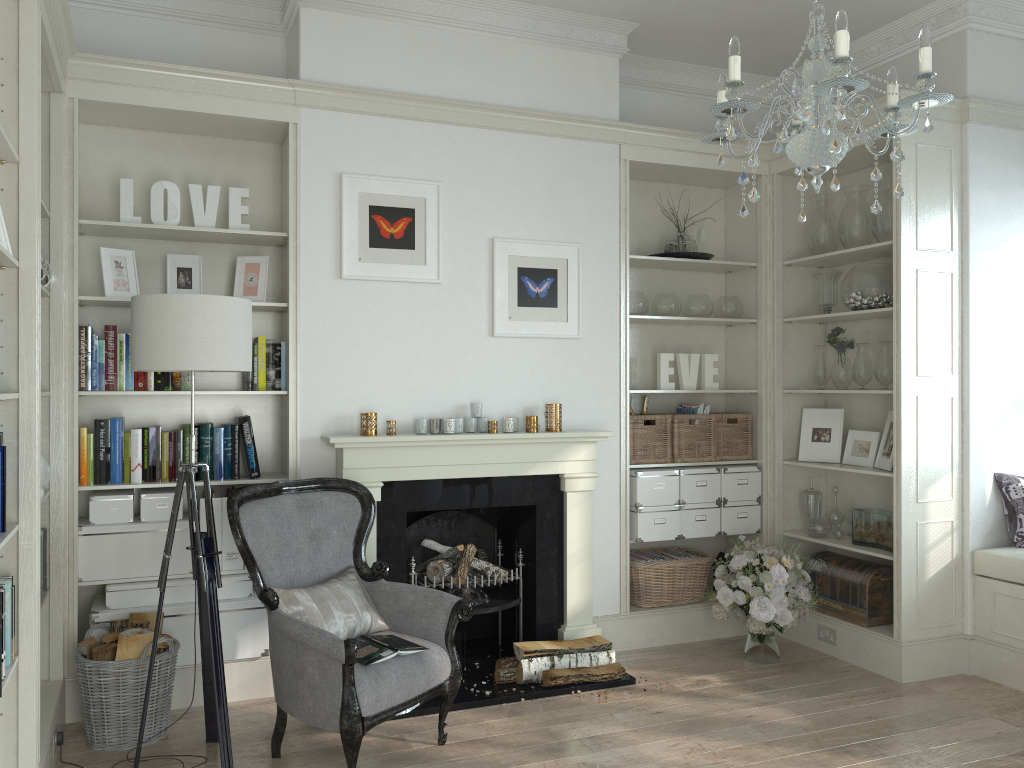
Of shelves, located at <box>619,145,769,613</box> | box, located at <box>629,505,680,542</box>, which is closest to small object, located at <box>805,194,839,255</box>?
shelves, located at <box>619,145,769,613</box>

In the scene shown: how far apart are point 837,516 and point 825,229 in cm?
161

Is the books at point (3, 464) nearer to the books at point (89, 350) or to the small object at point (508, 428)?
the books at point (89, 350)

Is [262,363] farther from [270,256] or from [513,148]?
[513,148]

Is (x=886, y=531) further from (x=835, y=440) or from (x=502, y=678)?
(x=502, y=678)

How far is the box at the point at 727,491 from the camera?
4.96m

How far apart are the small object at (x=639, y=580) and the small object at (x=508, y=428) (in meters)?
1.13

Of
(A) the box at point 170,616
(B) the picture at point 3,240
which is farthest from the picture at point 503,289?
(B) the picture at point 3,240

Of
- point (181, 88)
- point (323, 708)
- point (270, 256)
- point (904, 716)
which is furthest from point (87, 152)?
point (904, 716)

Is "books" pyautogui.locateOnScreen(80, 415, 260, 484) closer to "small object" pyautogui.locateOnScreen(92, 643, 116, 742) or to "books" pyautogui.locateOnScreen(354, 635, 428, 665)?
"small object" pyautogui.locateOnScreen(92, 643, 116, 742)
